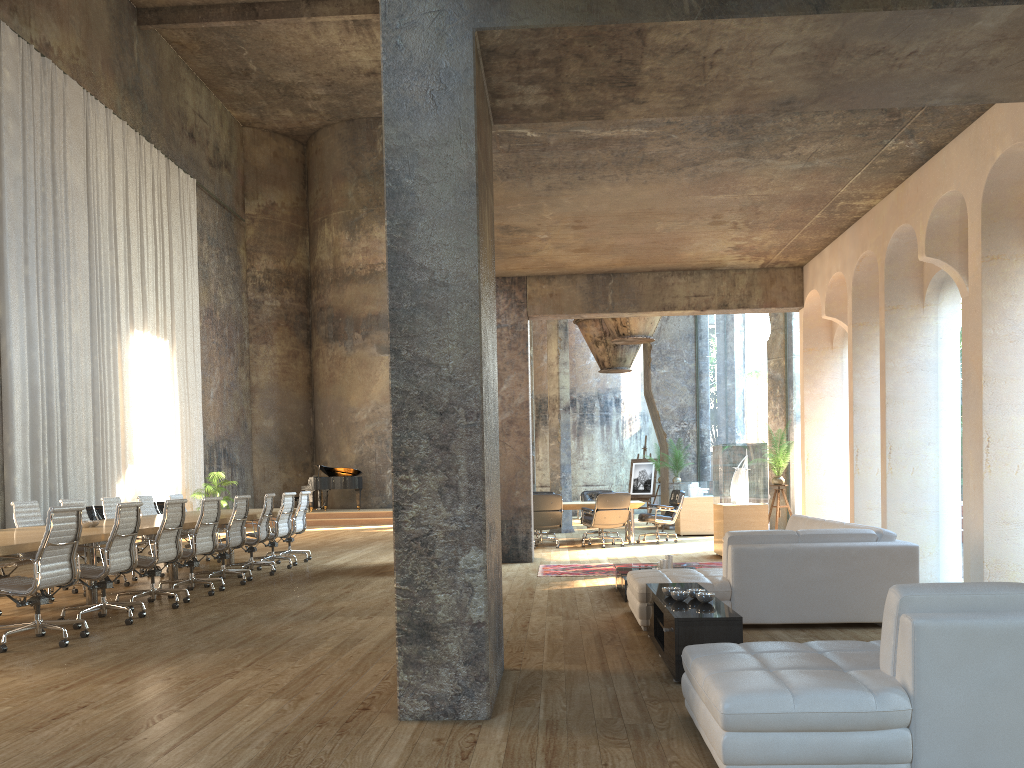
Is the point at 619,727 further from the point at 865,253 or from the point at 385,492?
the point at 385,492

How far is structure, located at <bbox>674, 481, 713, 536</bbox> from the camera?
16.0m

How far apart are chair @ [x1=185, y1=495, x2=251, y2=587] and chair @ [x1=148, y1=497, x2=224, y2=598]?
0.4m

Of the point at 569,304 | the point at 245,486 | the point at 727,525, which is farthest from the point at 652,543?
the point at 245,486

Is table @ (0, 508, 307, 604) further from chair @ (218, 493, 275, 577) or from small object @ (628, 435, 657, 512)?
small object @ (628, 435, 657, 512)

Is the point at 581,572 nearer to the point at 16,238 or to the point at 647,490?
the point at 647,490

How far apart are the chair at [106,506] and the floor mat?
5.3m

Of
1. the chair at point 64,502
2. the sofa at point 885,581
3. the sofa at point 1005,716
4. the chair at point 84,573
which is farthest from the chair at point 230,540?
the sofa at point 1005,716

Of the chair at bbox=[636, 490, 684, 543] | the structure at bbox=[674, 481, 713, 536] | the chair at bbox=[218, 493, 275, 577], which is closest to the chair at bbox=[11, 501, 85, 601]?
the chair at bbox=[218, 493, 275, 577]

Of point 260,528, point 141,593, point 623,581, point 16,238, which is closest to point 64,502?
point 260,528
